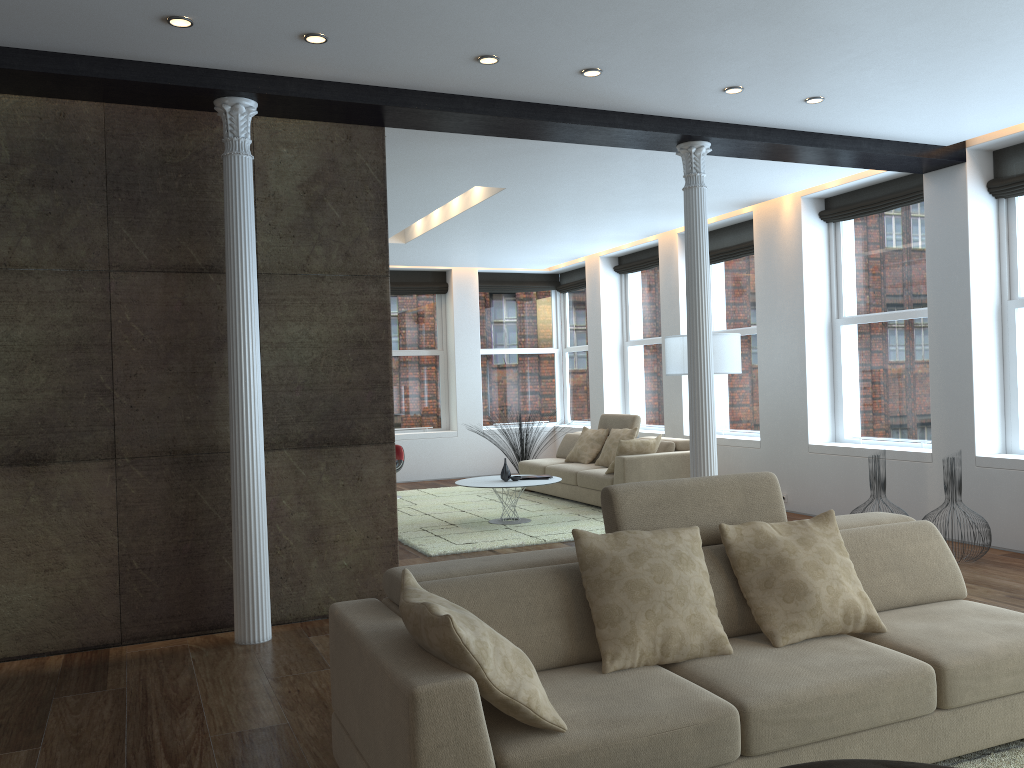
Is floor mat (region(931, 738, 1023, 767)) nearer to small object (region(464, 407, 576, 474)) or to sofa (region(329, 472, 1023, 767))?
sofa (region(329, 472, 1023, 767))

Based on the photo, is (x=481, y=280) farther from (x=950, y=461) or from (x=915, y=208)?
(x=950, y=461)

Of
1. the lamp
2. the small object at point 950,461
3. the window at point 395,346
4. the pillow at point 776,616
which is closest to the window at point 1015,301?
the small object at point 950,461

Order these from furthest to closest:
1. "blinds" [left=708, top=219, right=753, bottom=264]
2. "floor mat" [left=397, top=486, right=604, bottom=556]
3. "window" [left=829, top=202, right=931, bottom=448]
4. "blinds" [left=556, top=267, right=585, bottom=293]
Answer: "blinds" [left=556, top=267, right=585, bottom=293] < "blinds" [left=708, top=219, right=753, bottom=264] < "window" [left=829, top=202, right=931, bottom=448] < "floor mat" [left=397, top=486, right=604, bottom=556]

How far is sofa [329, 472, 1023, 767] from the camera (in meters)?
2.37

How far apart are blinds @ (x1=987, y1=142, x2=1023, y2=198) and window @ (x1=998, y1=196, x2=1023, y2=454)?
0.07m

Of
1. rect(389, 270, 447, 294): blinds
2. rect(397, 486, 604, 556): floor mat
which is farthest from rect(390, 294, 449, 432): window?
rect(397, 486, 604, 556): floor mat

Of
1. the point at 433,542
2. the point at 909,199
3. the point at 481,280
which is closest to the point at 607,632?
the point at 433,542

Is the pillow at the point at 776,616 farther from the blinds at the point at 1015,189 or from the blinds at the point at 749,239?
the blinds at the point at 749,239

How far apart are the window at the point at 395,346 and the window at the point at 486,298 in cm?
63
